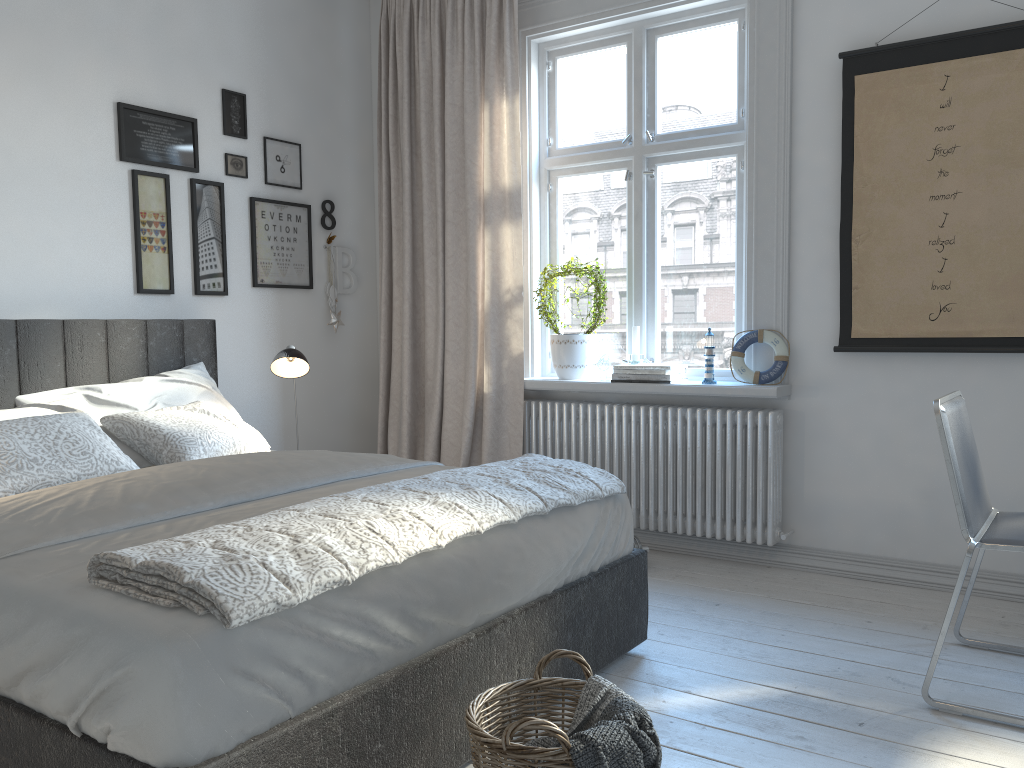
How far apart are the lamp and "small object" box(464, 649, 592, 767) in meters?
2.1

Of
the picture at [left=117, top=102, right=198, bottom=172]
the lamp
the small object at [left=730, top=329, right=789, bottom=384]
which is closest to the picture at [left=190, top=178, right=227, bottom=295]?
the picture at [left=117, top=102, right=198, bottom=172]

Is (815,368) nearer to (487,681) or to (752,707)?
(752,707)

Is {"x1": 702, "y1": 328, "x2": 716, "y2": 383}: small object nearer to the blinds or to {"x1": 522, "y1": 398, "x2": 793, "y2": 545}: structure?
{"x1": 522, "y1": 398, "x2": 793, "y2": 545}: structure

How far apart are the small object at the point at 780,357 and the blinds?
1.0 meters

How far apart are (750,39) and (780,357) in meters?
1.3 m

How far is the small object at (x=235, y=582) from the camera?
1.5m

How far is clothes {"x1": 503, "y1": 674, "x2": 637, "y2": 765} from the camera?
1.7m

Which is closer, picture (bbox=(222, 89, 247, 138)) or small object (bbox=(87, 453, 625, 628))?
small object (bbox=(87, 453, 625, 628))

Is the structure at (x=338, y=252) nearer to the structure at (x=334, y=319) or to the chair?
the structure at (x=334, y=319)
